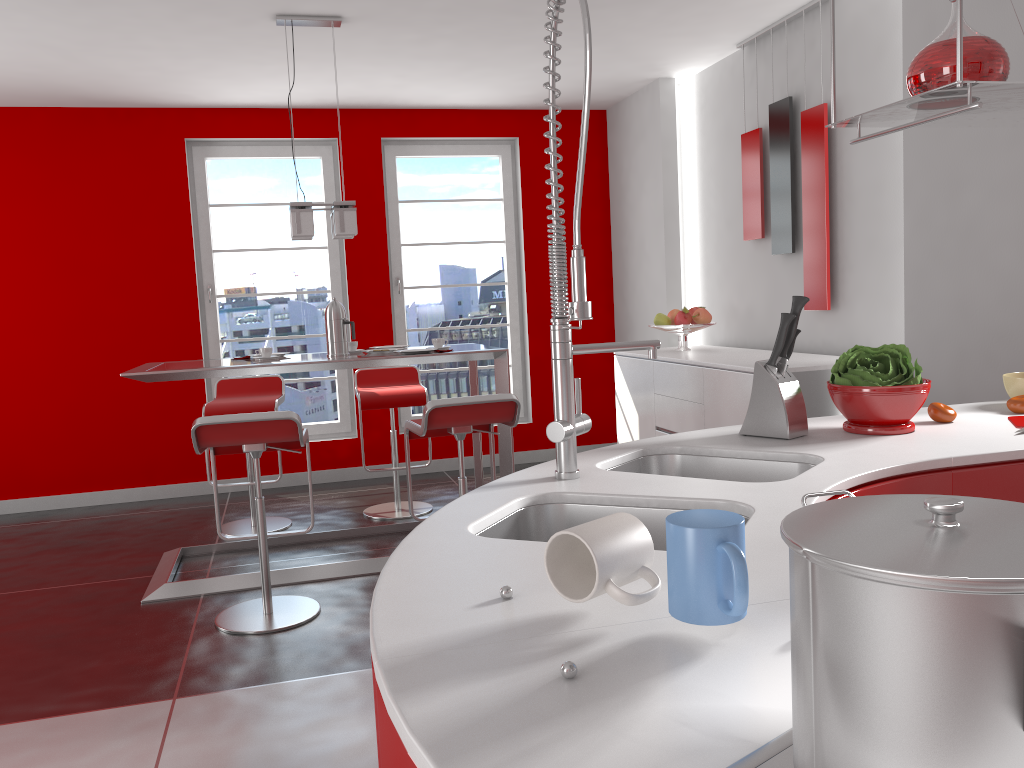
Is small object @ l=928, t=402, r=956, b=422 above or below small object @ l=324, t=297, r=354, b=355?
below

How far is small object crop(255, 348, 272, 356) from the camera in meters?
4.3

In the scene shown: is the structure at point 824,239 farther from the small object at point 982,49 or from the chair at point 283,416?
the chair at point 283,416

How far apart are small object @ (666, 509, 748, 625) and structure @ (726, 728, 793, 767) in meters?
0.2

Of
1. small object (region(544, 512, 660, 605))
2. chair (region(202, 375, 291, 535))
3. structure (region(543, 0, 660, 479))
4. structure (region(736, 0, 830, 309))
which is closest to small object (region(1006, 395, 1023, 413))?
structure (region(543, 0, 660, 479))

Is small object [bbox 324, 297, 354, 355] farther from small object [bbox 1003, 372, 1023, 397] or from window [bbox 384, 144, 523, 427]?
small object [bbox 1003, 372, 1023, 397]

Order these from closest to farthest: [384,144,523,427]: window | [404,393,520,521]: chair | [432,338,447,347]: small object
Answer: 1. [404,393,520,521]: chair
2. [432,338,447,347]: small object
3. [384,144,523,427]: window

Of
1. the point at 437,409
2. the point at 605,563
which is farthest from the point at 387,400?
the point at 605,563

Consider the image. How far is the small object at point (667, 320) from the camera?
5.19m

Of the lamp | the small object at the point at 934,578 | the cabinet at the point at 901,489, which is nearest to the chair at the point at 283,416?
the lamp
